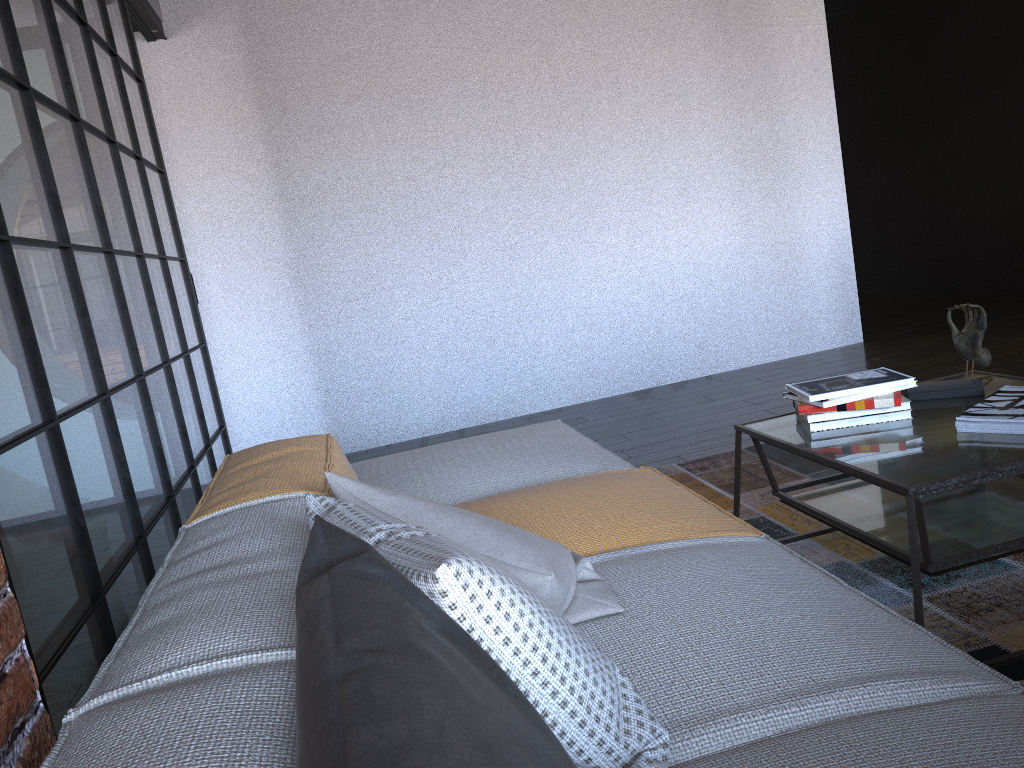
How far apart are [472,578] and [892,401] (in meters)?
1.64

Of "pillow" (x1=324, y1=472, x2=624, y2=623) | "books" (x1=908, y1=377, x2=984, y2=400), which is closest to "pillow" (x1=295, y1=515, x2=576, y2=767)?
"pillow" (x1=324, y1=472, x2=624, y2=623)

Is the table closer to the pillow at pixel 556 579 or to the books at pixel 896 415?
the books at pixel 896 415

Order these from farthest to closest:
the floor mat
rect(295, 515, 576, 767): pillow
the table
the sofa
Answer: the floor mat → the table → the sofa → rect(295, 515, 576, 767): pillow

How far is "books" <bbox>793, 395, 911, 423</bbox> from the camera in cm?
220

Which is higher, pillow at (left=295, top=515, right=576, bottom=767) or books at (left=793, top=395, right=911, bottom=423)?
pillow at (left=295, top=515, right=576, bottom=767)

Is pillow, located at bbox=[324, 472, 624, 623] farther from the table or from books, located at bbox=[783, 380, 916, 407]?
books, located at bbox=[783, 380, 916, 407]

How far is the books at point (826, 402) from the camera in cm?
219

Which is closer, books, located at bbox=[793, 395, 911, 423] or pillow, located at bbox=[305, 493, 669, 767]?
pillow, located at bbox=[305, 493, 669, 767]

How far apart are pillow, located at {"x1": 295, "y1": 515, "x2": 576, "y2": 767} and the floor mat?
1.4 meters
